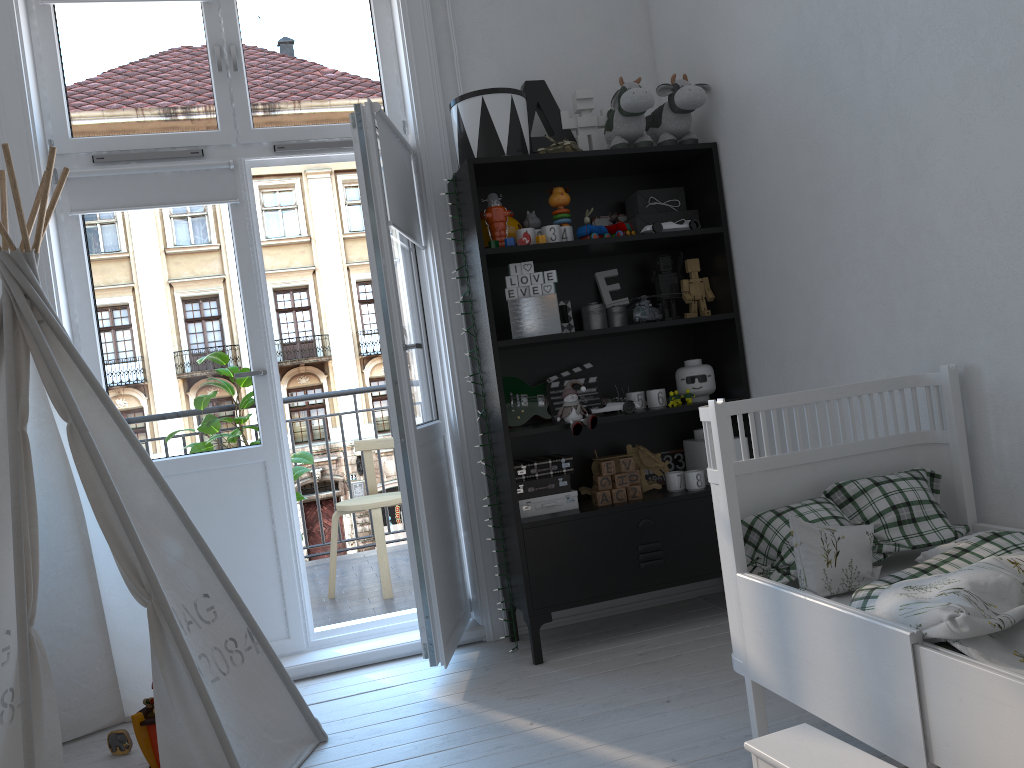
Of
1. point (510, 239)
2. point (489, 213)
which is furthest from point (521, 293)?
point (489, 213)

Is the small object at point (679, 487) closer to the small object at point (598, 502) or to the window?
the small object at point (598, 502)

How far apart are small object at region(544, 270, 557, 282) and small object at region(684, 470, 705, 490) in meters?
0.8

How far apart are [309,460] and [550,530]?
1.5m

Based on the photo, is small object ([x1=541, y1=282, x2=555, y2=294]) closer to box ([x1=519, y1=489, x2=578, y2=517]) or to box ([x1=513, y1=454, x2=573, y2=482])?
→ box ([x1=513, y1=454, x2=573, y2=482])

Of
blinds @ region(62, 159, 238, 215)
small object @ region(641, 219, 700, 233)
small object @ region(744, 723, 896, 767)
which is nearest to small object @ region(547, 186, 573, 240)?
small object @ region(641, 219, 700, 233)

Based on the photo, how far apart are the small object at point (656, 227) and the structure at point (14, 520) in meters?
1.8

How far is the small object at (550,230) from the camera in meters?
3.0

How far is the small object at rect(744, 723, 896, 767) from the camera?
1.45m

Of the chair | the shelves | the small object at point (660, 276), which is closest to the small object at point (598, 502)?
the shelves
